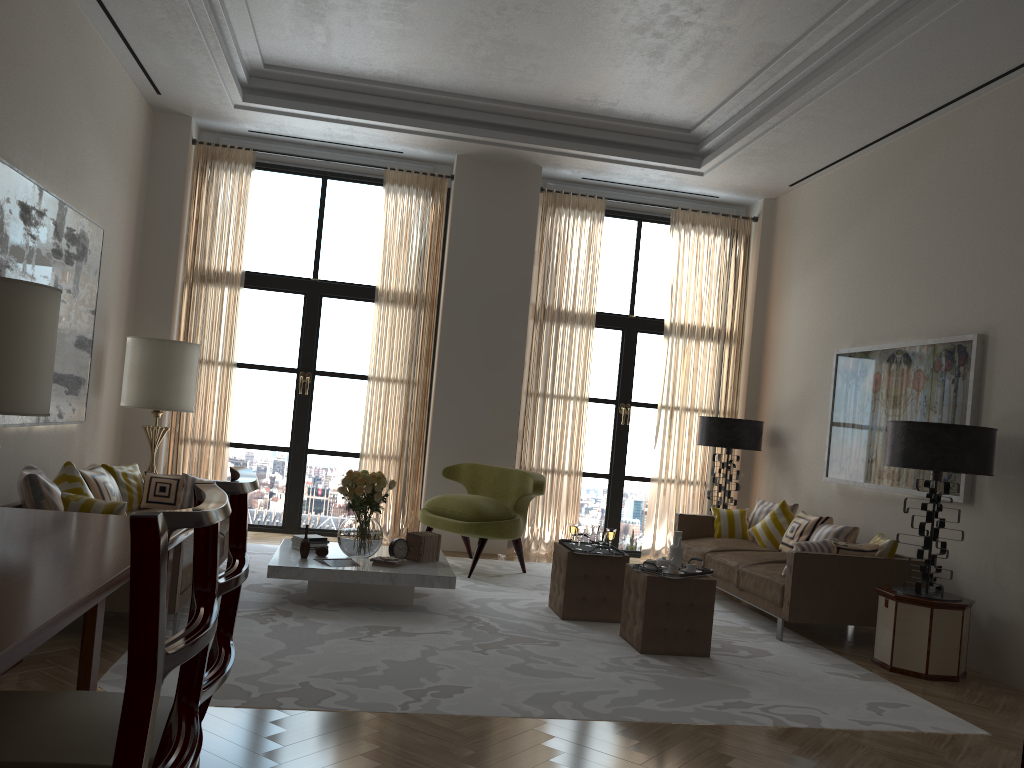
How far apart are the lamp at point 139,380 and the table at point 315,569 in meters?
2.1

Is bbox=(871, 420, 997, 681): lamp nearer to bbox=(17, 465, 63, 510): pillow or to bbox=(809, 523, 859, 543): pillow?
bbox=(809, 523, 859, 543): pillow

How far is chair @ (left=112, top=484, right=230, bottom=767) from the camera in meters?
1.5

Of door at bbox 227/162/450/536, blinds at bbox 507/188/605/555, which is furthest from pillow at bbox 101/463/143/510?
blinds at bbox 507/188/605/555

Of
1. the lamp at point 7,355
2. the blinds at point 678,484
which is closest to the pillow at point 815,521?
the blinds at point 678,484

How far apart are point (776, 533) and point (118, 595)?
6.83m

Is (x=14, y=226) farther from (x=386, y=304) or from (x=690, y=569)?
(x=690, y=569)

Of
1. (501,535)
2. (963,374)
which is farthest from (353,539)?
(963,374)

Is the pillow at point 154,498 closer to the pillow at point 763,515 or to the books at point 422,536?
the books at point 422,536

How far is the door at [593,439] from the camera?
12.22m
